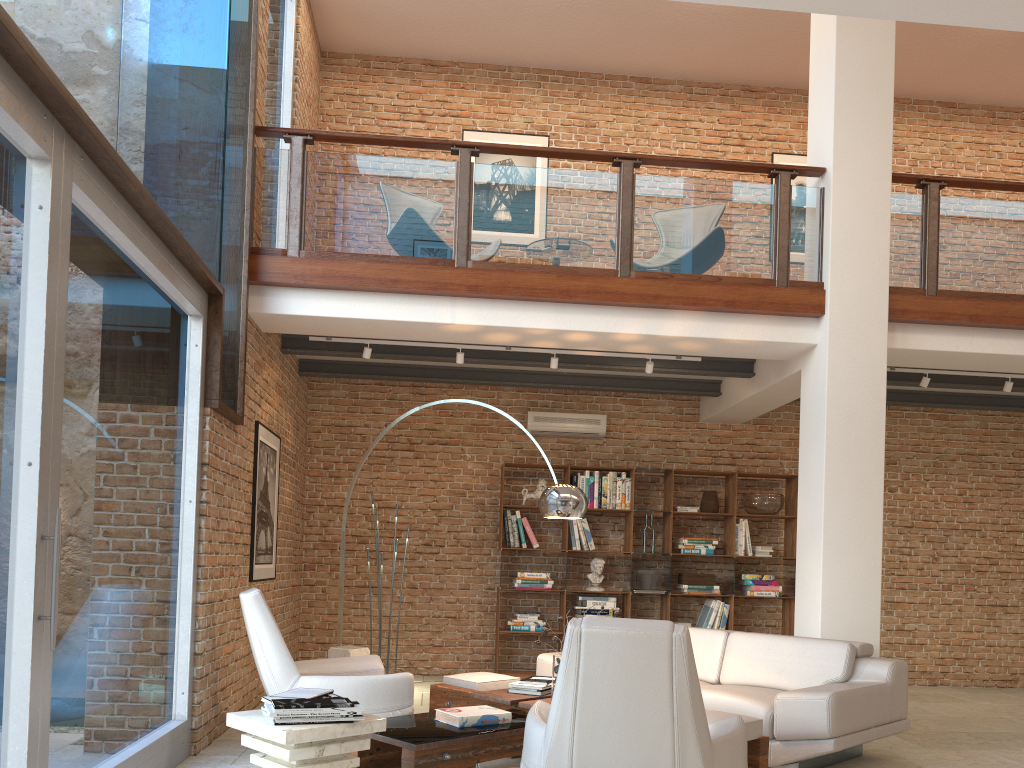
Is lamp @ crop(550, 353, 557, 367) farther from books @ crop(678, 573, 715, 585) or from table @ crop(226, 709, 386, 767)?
table @ crop(226, 709, 386, 767)

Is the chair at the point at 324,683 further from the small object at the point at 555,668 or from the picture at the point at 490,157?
the picture at the point at 490,157

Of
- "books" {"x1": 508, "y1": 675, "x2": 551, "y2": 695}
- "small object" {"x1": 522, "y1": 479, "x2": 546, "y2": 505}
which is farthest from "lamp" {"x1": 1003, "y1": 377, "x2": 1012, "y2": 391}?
"books" {"x1": 508, "y1": 675, "x2": 551, "y2": 695}

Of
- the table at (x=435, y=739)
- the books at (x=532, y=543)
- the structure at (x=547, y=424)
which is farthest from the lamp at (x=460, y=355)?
the table at (x=435, y=739)

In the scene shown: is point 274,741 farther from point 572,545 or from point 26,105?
point 572,545

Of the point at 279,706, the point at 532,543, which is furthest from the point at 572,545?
the point at 279,706

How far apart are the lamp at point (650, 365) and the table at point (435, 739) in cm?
271

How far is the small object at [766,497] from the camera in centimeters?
877cm

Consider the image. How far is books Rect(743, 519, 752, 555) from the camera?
8.8m

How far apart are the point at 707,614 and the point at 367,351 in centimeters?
434cm
